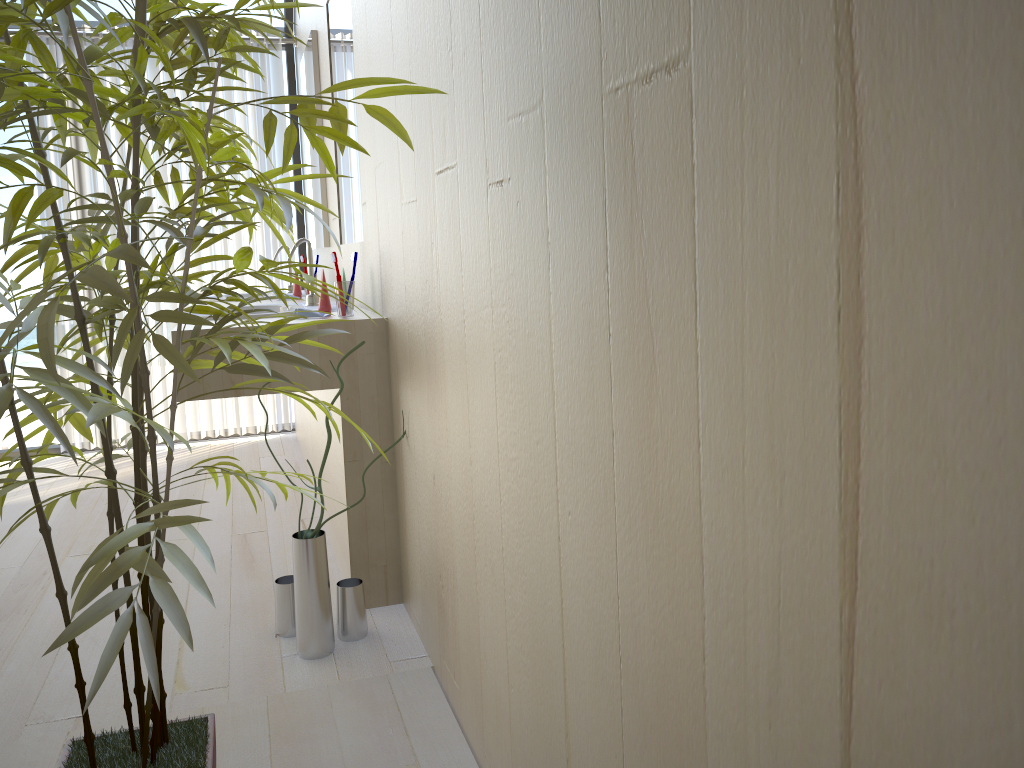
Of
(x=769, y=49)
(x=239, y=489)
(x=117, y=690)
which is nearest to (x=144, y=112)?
(x=769, y=49)

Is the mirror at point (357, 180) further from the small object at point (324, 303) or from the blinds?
the blinds

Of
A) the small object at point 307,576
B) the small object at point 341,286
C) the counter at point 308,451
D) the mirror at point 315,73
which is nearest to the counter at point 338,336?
the small object at point 341,286

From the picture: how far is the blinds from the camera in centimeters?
430cm

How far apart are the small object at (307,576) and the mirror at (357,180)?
0.99m

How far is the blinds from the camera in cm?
430

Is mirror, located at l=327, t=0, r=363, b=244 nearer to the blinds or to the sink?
the sink

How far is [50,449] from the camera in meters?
4.5 m

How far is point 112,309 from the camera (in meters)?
1.21

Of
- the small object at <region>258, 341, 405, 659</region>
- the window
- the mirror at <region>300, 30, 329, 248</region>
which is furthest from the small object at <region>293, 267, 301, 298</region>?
the small object at <region>258, 341, 405, 659</region>
